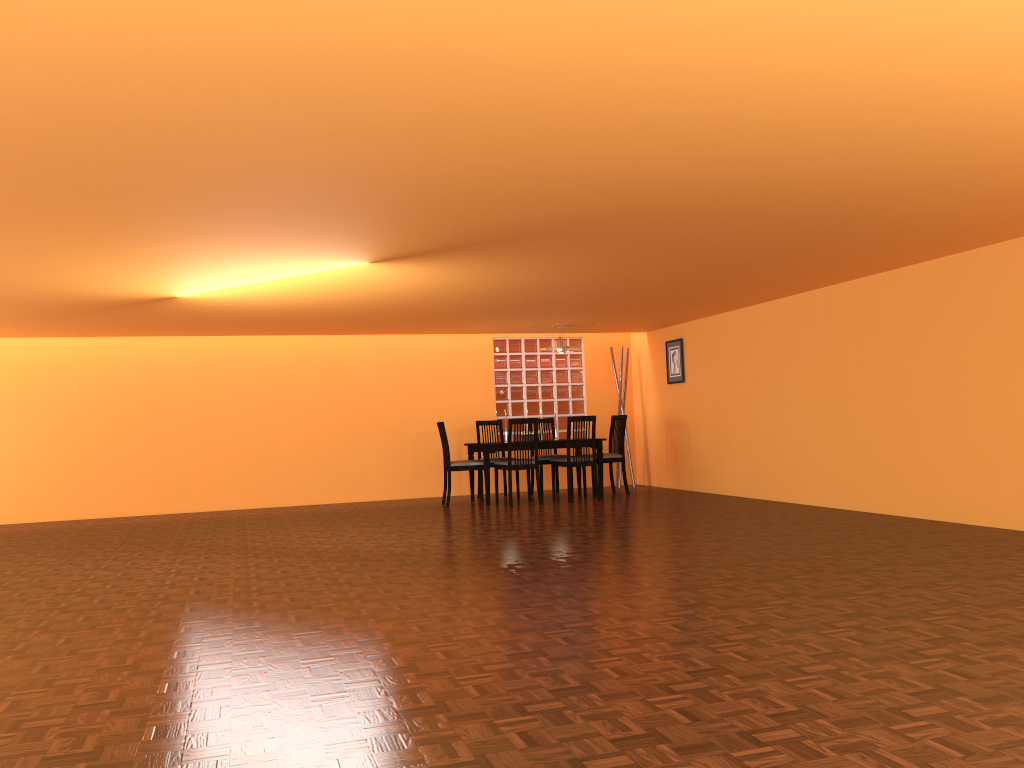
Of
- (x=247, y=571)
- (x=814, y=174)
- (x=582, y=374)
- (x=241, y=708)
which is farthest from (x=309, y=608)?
(x=582, y=374)

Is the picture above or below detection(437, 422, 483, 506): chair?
above

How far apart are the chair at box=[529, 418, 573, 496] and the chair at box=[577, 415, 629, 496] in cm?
61

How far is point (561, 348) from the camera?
8.7m

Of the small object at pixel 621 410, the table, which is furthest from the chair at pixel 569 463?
the small object at pixel 621 410

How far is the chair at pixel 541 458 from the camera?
8.96m

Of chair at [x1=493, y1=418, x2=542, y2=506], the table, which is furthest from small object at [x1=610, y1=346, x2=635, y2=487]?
chair at [x1=493, y1=418, x2=542, y2=506]

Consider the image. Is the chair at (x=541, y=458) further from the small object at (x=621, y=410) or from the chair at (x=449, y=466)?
the small object at (x=621, y=410)

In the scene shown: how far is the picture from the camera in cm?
916

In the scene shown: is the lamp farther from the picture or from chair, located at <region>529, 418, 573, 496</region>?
the picture
